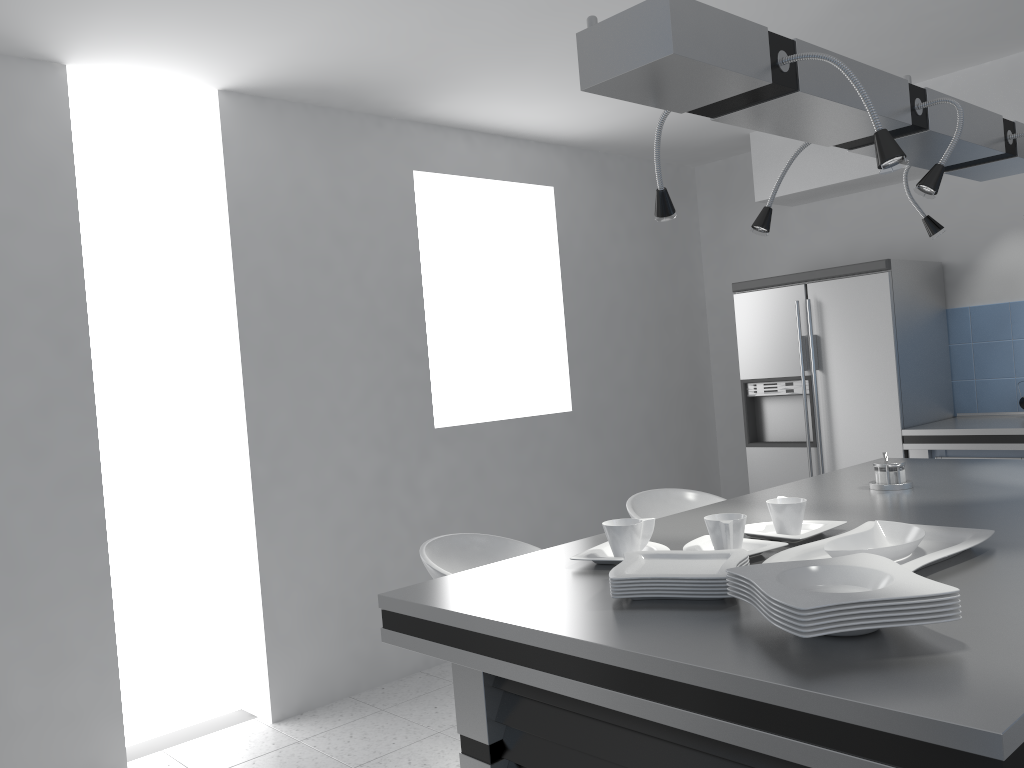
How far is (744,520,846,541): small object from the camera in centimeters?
200cm

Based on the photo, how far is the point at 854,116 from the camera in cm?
193

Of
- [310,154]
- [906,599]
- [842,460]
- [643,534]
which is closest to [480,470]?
[310,154]

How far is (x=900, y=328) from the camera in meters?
4.5

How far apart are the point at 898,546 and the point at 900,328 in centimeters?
312cm

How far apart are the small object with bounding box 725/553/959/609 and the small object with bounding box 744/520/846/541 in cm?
45

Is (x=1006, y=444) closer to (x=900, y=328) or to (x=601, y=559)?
(x=900, y=328)

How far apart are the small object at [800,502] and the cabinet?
2.6 meters

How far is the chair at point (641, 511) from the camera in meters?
3.4

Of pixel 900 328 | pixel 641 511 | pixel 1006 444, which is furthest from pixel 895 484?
pixel 900 328
